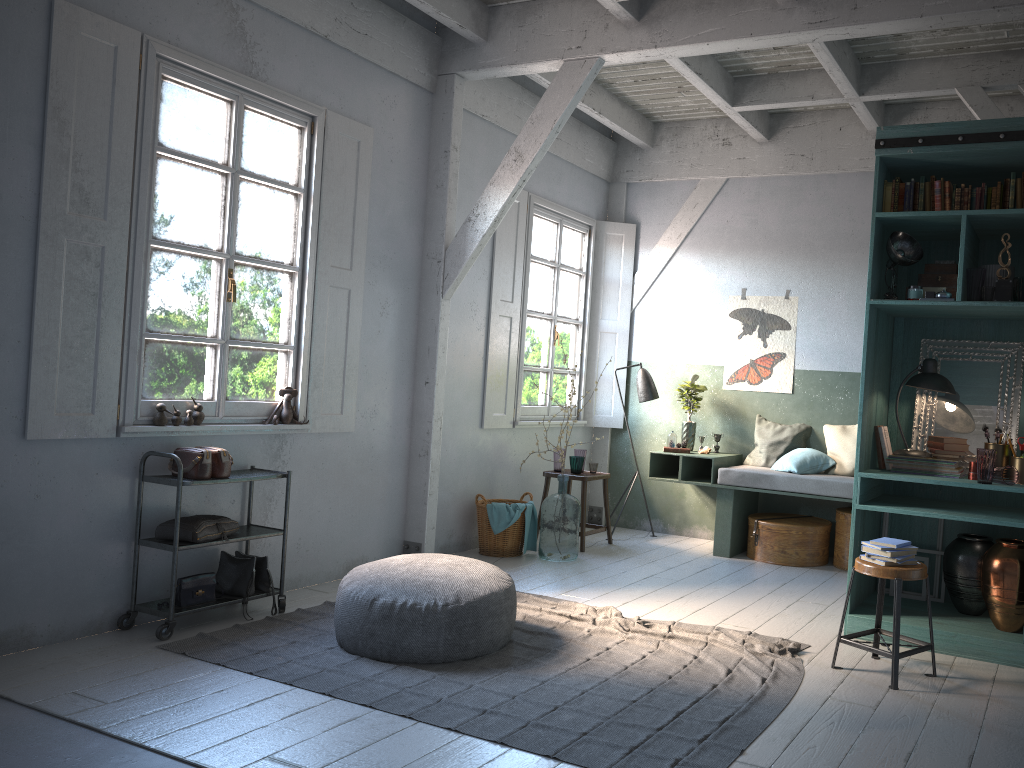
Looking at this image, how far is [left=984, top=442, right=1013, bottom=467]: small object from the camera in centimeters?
539cm

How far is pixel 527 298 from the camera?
8.47m

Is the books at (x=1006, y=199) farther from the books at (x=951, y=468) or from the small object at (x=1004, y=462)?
the books at (x=951, y=468)

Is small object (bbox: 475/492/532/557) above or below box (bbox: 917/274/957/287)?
below

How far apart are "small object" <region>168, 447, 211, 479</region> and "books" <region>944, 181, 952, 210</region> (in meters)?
4.74

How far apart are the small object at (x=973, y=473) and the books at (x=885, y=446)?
0.5m

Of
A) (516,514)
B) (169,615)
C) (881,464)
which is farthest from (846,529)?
(169,615)

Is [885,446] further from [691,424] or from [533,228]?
[533,228]

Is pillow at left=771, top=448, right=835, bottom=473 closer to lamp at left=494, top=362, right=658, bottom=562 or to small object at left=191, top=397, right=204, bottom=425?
lamp at left=494, top=362, right=658, bottom=562

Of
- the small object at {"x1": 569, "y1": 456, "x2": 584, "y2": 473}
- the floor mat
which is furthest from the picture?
the floor mat
